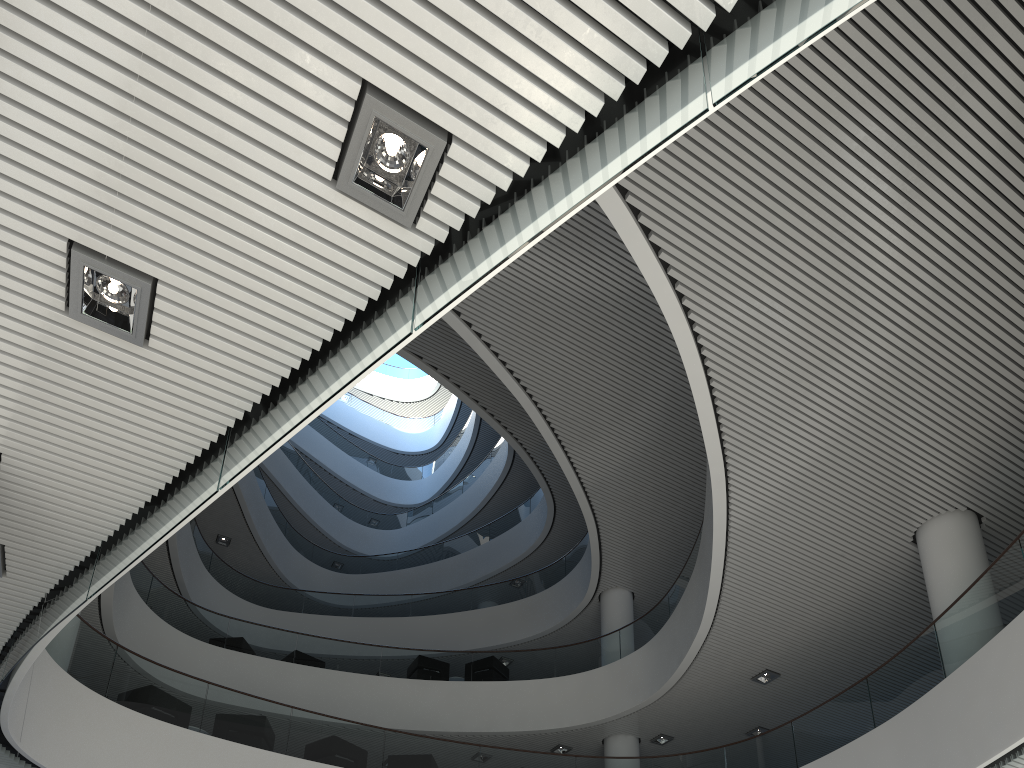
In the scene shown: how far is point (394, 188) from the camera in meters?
2.4 m

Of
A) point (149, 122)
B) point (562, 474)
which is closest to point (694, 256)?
point (149, 122)
